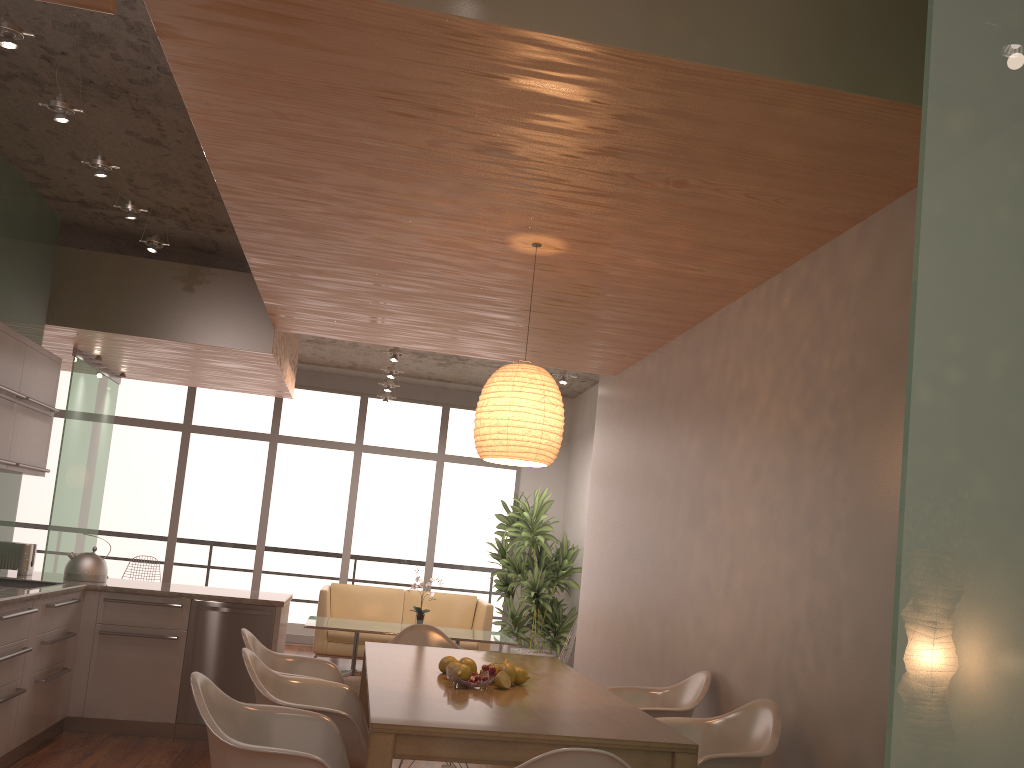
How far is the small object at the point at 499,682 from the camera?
3.4m

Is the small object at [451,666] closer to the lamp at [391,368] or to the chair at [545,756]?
the chair at [545,756]

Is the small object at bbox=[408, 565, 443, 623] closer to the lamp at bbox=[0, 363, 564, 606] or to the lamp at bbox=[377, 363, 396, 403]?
the lamp at bbox=[0, 363, 564, 606]

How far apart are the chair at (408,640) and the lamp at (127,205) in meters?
2.8 m

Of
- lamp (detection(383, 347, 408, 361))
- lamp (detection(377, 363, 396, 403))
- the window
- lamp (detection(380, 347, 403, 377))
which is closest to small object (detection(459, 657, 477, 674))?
lamp (detection(383, 347, 408, 361))

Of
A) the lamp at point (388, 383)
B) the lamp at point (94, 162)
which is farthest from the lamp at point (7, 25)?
the lamp at point (388, 383)

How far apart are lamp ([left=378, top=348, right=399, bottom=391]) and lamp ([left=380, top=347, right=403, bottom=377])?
0.7 meters

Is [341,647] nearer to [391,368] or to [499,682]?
[391,368]

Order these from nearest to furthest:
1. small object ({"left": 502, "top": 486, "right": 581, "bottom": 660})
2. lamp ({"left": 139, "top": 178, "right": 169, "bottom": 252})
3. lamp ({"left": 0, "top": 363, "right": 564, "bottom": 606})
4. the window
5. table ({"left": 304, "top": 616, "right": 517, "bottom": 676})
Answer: lamp ({"left": 0, "top": 363, "right": 564, "bottom": 606})
lamp ({"left": 139, "top": 178, "right": 169, "bottom": 252})
table ({"left": 304, "top": 616, "right": 517, "bottom": 676})
small object ({"left": 502, "top": 486, "right": 581, "bottom": 660})
the window

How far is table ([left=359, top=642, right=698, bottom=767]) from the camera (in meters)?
2.57
